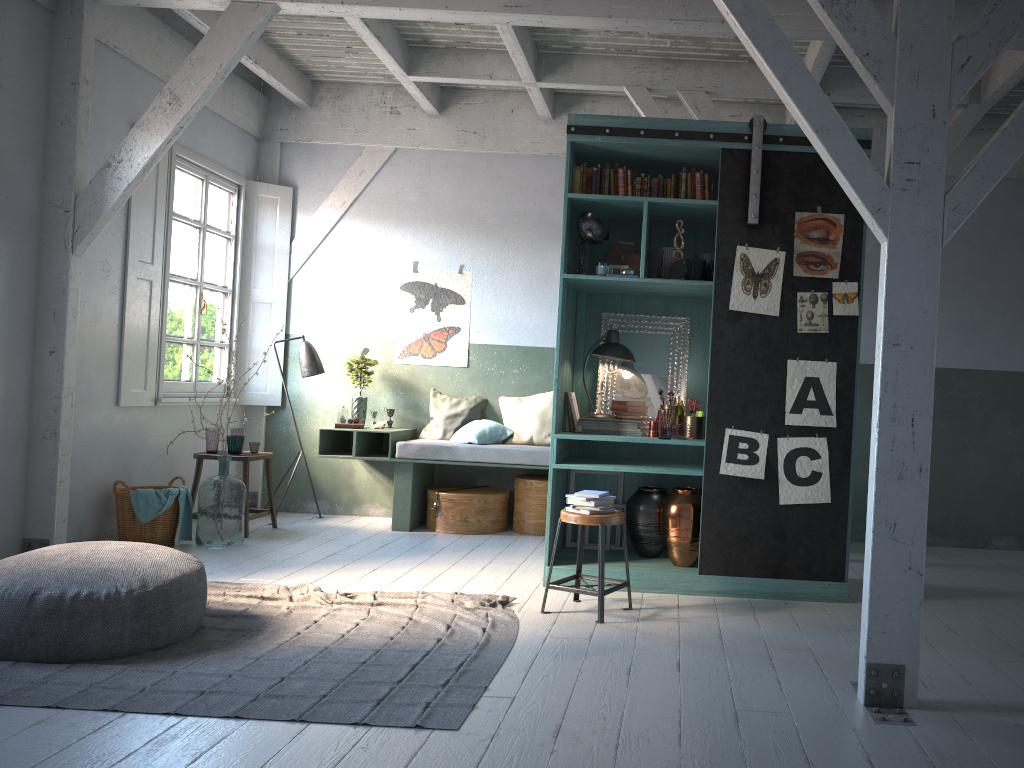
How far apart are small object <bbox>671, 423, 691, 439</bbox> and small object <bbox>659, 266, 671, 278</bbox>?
1.1 meters

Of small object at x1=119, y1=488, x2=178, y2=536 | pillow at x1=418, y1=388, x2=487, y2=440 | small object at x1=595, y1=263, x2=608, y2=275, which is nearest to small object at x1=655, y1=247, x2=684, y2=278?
small object at x1=595, y1=263, x2=608, y2=275

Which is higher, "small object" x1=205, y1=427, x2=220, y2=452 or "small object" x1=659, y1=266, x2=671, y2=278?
"small object" x1=659, y1=266, x2=671, y2=278

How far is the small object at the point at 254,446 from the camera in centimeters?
825cm

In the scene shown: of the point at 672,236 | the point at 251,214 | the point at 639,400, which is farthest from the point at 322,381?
the point at 672,236

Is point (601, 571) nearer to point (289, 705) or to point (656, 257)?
point (289, 705)

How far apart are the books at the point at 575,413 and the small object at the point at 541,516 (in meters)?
1.93

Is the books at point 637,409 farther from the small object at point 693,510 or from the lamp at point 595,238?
the lamp at point 595,238

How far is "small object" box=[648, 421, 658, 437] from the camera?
6.4 meters

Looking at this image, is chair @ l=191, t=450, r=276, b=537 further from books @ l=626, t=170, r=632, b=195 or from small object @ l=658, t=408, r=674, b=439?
books @ l=626, t=170, r=632, b=195
